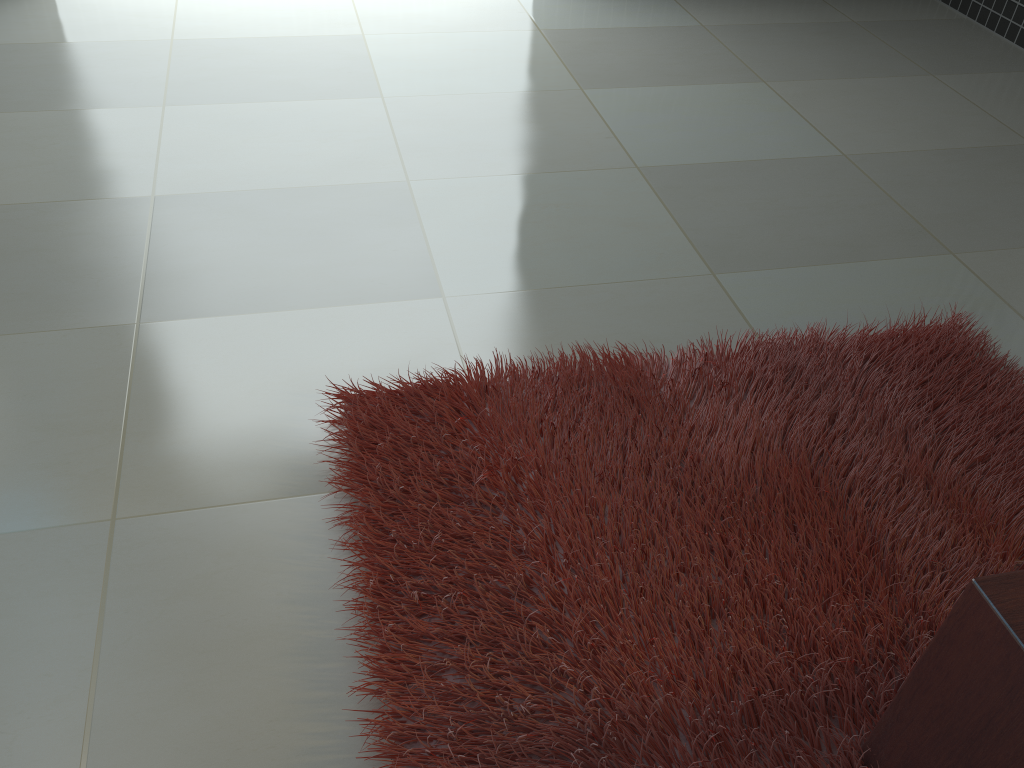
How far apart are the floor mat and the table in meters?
0.0 m

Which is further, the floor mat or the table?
the floor mat

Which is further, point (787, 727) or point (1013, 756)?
point (787, 727)

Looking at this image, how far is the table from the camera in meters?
1.0 m

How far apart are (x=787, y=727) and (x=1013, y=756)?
0.4m

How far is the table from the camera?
1.0m

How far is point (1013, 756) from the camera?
1.0m

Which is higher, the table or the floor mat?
the table

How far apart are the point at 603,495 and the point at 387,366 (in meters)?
0.65

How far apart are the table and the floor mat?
0.0m
